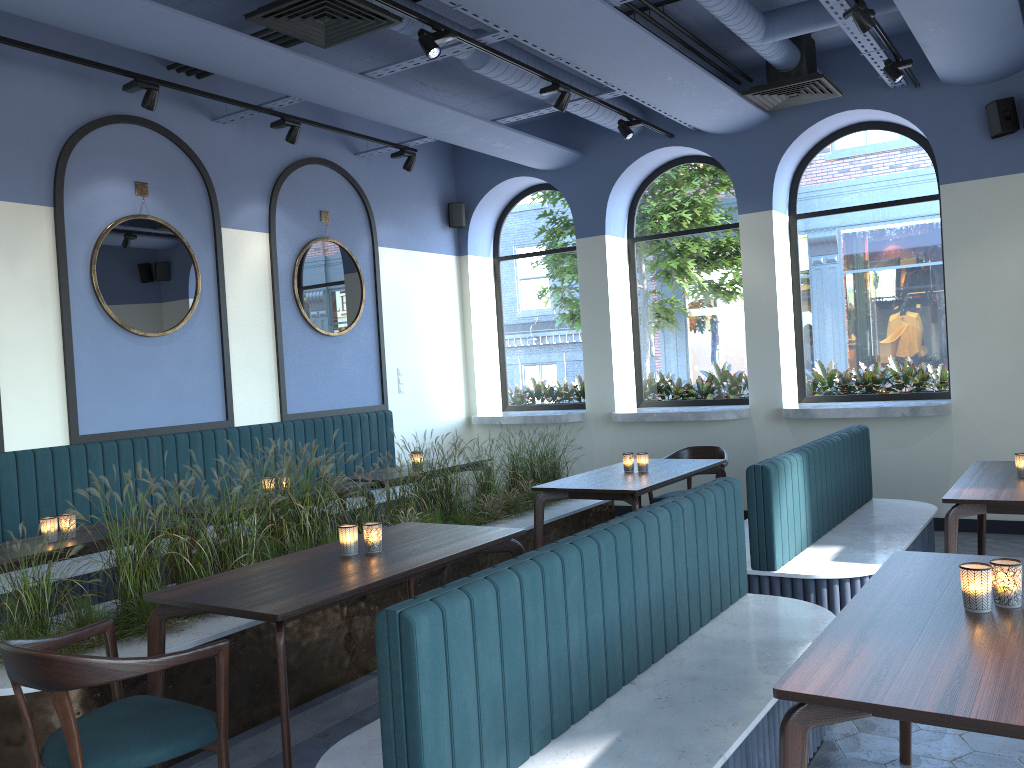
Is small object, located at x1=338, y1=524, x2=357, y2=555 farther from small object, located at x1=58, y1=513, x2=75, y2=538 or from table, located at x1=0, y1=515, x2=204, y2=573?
small object, located at x1=58, y1=513, x2=75, y2=538

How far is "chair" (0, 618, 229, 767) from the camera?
2.40m

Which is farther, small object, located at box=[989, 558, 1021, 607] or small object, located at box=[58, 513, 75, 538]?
small object, located at box=[58, 513, 75, 538]

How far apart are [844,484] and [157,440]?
4.54m

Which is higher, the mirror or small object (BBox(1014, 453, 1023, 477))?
the mirror

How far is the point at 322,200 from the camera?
7.7 meters

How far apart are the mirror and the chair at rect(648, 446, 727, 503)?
3.09m

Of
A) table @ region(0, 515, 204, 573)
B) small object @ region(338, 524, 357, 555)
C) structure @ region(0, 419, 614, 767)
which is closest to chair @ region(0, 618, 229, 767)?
structure @ region(0, 419, 614, 767)

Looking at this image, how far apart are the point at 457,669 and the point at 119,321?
4.82m

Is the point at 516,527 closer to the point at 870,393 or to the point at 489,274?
the point at 870,393
